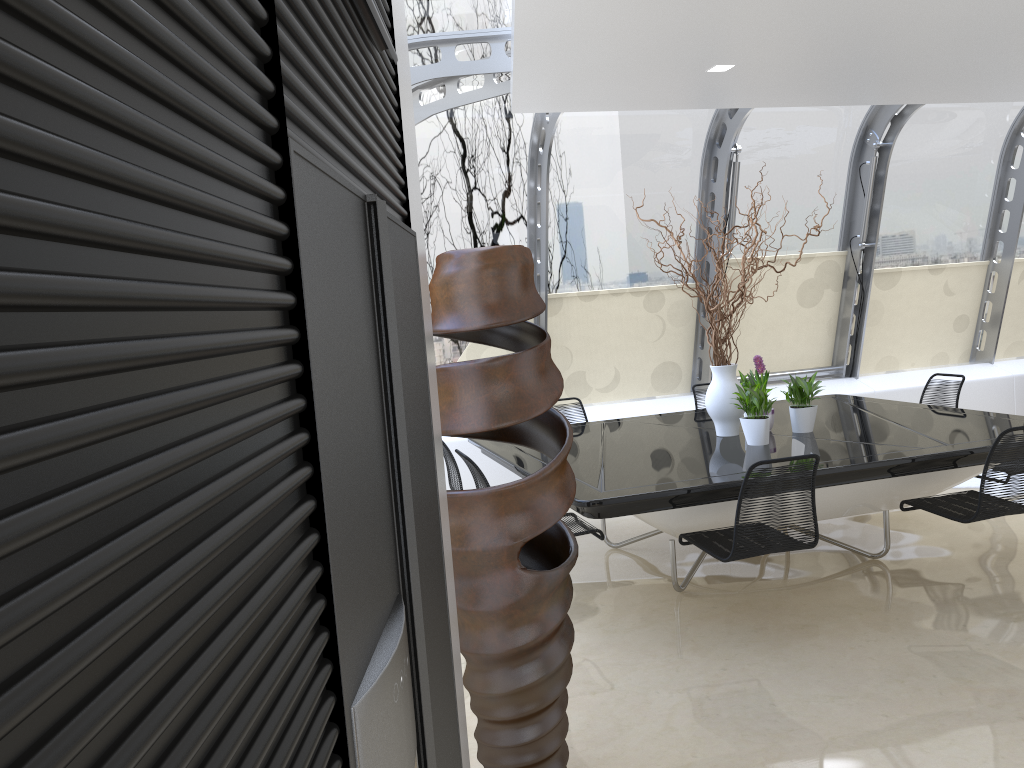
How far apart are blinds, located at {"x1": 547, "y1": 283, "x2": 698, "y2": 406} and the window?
0.1 meters

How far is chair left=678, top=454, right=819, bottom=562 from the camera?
3.86m

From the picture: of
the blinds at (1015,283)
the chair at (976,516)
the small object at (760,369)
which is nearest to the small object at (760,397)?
the small object at (760,369)

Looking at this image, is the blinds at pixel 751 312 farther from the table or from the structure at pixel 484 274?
the structure at pixel 484 274

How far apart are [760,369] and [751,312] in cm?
279

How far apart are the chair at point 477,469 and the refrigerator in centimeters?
261cm

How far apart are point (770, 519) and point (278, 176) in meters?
3.5

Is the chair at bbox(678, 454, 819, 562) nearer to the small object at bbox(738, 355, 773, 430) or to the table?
the table

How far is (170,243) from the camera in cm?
50

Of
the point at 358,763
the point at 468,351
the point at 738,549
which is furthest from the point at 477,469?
the point at 358,763
